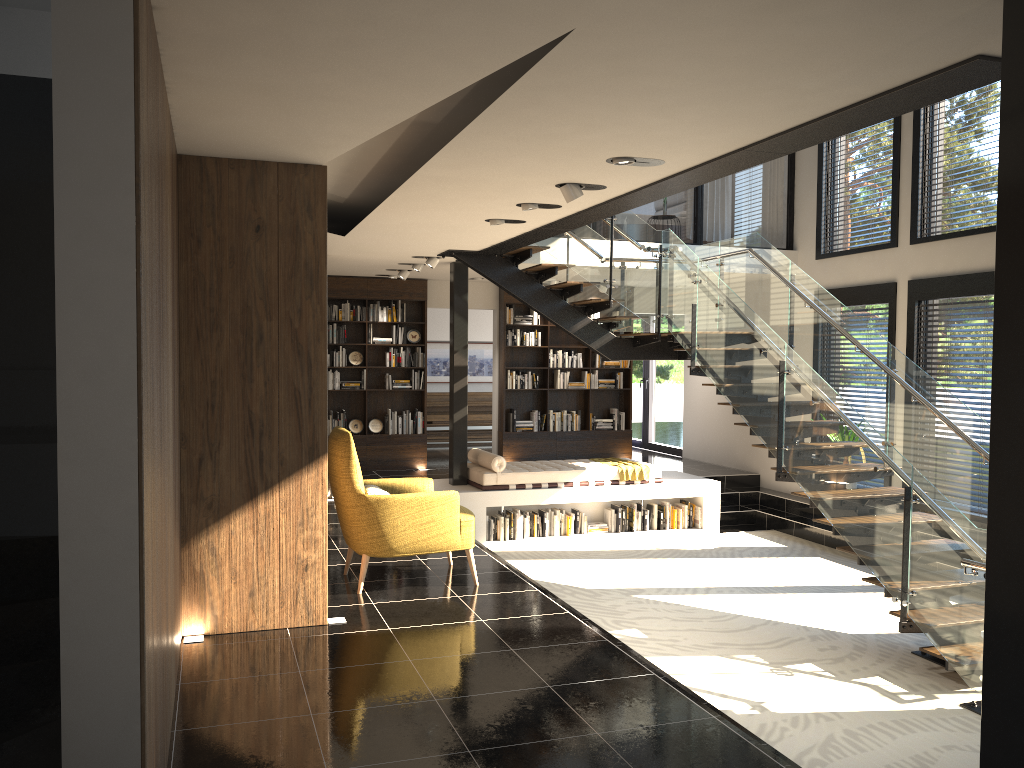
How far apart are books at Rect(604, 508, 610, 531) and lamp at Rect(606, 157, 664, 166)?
6.21m

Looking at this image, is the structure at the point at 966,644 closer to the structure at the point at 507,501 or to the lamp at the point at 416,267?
the structure at the point at 507,501

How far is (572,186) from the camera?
5.64m

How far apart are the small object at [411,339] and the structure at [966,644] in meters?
2.9

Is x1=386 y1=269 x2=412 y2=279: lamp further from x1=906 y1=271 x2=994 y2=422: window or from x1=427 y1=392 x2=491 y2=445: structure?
x1=906 y1=271 x2=994 y2=422: window

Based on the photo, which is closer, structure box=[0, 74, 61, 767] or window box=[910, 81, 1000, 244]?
structure box=[0, 74, 61, 767]

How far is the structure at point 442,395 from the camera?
15.90m

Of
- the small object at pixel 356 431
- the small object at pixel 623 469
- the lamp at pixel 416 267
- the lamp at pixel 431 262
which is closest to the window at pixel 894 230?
the small object at pixel 623 469

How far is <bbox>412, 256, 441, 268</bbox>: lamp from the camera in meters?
9.8

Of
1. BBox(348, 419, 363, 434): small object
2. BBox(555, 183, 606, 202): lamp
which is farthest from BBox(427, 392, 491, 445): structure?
BBox(555, 183, 606, 202): lamp
